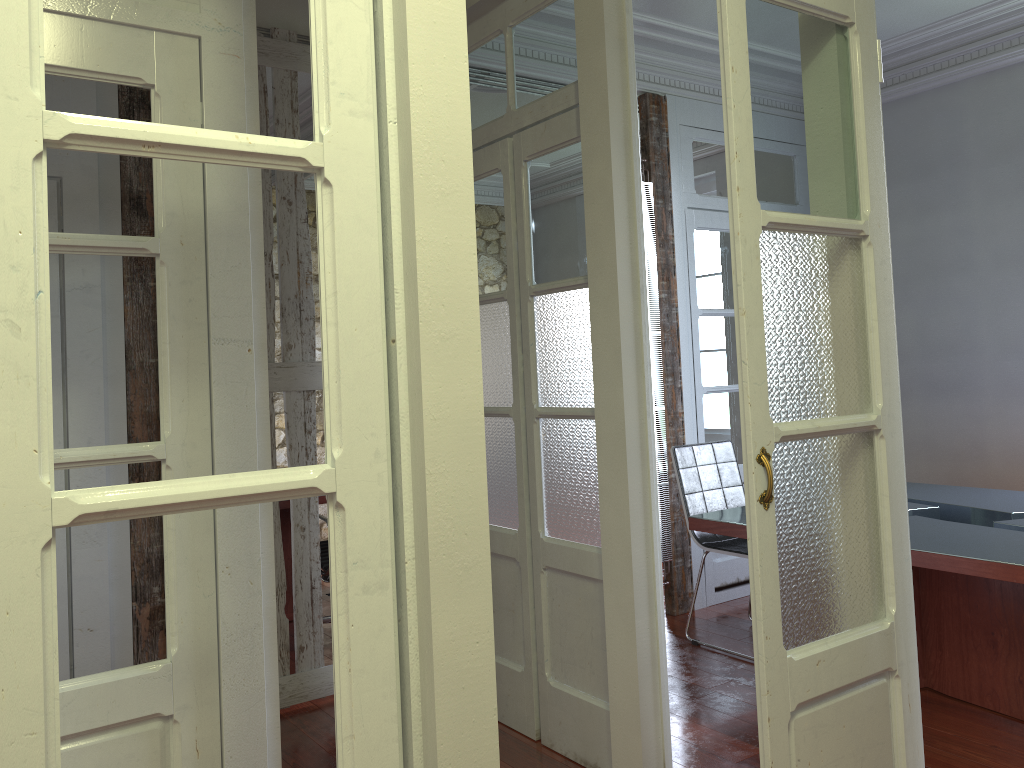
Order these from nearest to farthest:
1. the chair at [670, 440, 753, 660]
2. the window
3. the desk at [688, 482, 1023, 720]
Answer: the desk at [688, 482, 1023, 720] < the chair at [670, 440, 753, 660] < the window

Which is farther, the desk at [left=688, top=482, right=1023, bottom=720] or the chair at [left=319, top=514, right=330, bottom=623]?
the chair at [left=319, top=514, right=330, bottom=623]

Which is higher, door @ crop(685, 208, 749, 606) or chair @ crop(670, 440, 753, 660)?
door @ crop(685, 208, 749, 606)

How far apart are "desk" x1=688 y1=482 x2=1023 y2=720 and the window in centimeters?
273cm

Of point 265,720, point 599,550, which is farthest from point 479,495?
point 599,550

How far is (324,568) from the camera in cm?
427

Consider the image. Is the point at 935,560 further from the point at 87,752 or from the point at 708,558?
the point at 87,752

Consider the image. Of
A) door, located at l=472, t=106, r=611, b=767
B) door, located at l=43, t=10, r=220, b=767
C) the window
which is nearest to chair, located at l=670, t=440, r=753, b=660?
door, located at l=472, t=106, r=611, b=767

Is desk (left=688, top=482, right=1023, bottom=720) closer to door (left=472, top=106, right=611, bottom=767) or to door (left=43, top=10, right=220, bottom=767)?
door (left=472, top=106, right=611, bottom=767)

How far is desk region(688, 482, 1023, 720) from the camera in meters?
2.9
